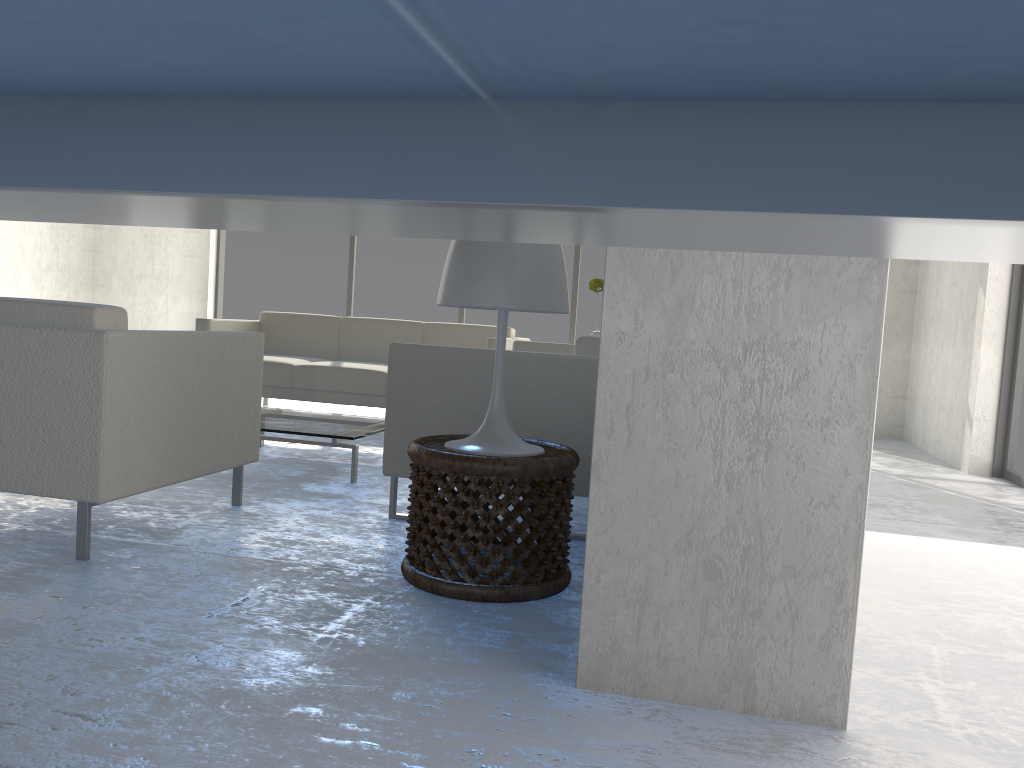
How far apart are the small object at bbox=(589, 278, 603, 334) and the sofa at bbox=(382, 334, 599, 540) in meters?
0.3

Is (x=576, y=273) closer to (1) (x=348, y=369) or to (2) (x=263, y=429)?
(1) (x=348, y=369)

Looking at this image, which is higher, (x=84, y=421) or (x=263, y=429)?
(x=84, y=421)

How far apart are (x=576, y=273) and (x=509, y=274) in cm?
523

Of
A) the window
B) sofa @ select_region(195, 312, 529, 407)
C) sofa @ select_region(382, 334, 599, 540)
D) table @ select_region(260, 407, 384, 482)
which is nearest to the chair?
sofa @ select_region(382, 334, 599, 540)

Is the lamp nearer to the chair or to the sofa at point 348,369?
the chair

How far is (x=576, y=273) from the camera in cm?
731

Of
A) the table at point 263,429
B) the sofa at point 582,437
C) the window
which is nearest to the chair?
the sofa at point 582,437

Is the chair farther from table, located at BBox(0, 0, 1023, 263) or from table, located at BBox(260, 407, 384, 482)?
table, located at BBox(0, 0, 1023, 263)

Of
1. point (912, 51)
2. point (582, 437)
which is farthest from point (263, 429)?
point (912, 51)
